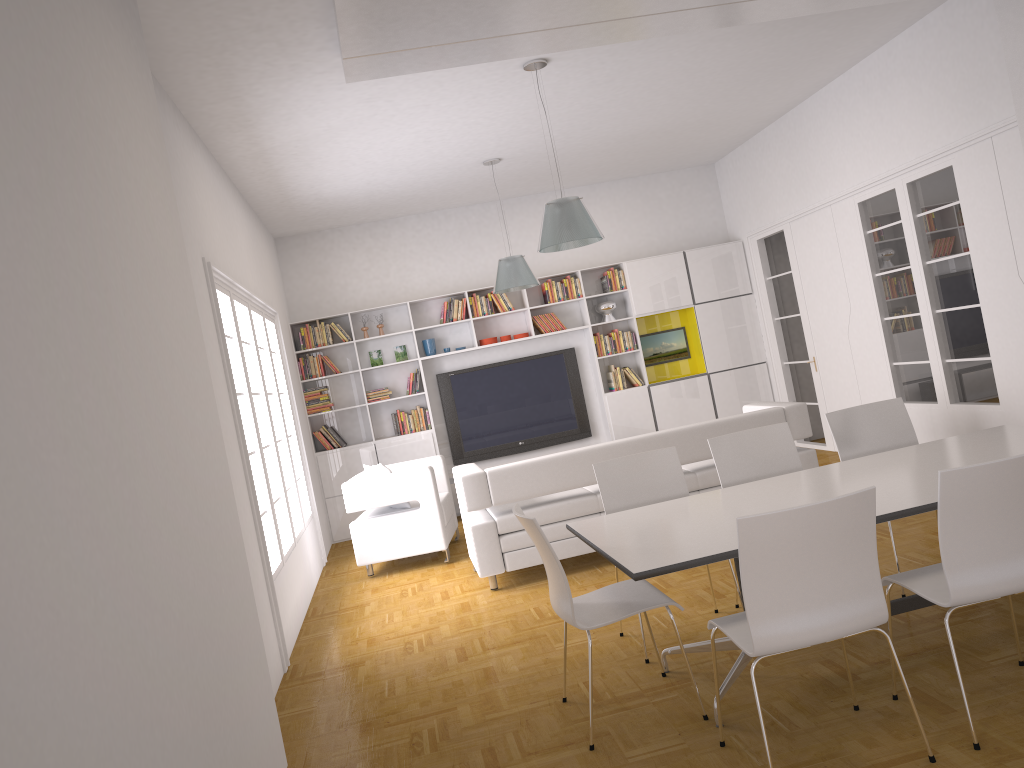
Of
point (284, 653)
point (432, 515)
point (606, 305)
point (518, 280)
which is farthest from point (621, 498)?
point (606, 305)

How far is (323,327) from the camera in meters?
9.9

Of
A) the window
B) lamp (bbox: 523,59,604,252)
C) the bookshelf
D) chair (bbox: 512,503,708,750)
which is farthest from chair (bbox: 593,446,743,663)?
the bookshelf

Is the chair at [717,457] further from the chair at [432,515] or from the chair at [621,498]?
the chair at [432,515]

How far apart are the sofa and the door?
2.5m

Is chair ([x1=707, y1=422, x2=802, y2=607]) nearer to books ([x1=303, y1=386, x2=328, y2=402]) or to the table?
the table

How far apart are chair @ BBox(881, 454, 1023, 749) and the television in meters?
7.1

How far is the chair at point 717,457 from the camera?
4.86m

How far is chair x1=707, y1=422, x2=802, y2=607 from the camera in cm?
486

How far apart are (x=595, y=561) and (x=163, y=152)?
4.17m
